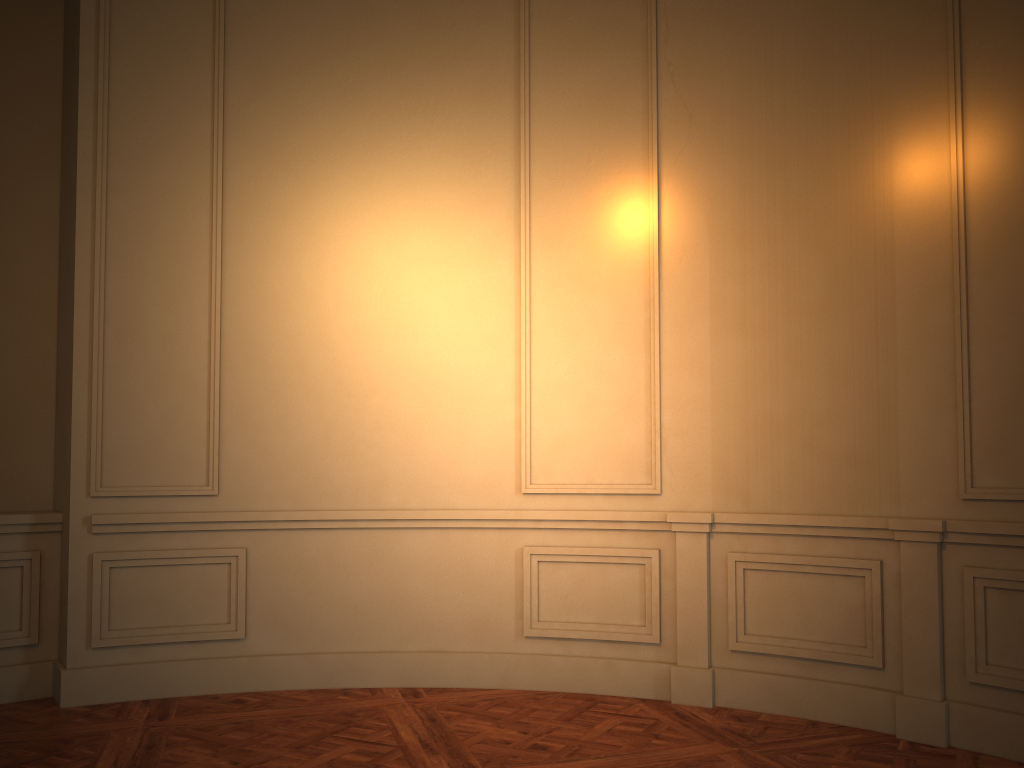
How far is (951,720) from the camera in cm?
348

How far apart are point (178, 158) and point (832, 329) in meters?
3.3 m
